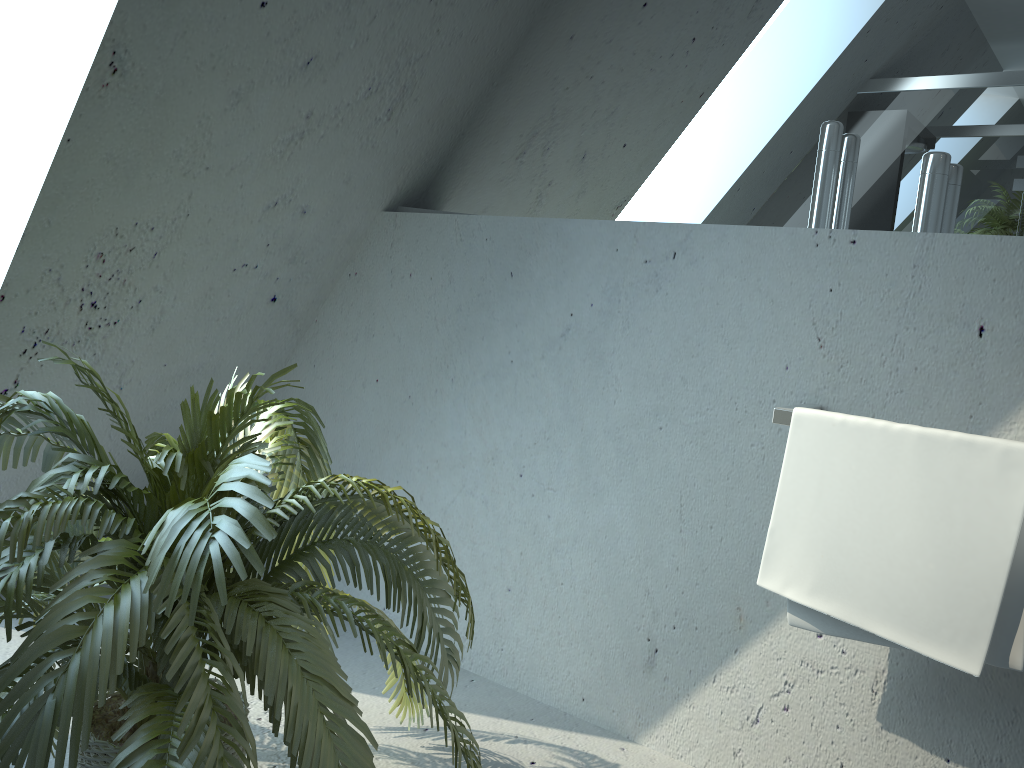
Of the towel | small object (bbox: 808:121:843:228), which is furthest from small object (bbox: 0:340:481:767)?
small object (bbox: 808:121:843:228)

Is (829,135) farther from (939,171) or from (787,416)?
(787,416)

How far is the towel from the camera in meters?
1.5

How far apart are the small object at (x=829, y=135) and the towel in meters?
0.4 m

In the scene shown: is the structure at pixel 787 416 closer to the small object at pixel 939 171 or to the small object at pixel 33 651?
the small object at pixel 939 171

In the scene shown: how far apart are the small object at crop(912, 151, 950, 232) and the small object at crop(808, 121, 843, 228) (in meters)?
0.18

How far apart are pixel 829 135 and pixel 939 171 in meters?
0.2

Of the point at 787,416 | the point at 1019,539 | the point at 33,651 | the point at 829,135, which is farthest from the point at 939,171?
the point at 33,651

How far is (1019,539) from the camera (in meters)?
1.48

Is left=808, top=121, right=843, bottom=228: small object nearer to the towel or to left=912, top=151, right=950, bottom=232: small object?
left=912, top=151, right=950, bottom=232: small object
